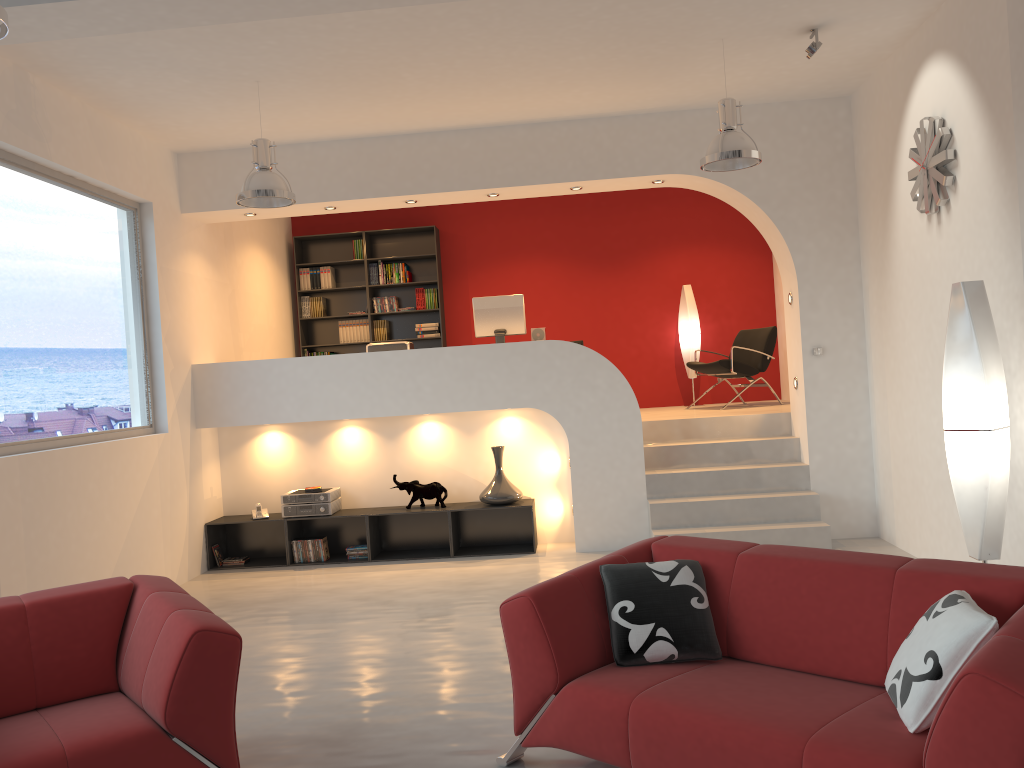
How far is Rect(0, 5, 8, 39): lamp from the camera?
2.85m

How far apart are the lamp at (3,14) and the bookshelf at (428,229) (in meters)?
7.05

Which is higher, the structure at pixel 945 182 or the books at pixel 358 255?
the books at pixel 358 255

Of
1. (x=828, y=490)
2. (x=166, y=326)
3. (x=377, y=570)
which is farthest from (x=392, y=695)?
(x=828, y=490)

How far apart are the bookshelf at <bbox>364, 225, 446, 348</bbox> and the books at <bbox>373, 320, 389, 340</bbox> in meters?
0.1 m

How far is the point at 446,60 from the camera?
5.7m

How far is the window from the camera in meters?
5.3 m

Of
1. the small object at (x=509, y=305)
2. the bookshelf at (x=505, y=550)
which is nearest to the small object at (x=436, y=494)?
the bookshelf at (x=505, y=550)

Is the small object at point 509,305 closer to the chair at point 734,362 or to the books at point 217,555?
the chair at point 734,362

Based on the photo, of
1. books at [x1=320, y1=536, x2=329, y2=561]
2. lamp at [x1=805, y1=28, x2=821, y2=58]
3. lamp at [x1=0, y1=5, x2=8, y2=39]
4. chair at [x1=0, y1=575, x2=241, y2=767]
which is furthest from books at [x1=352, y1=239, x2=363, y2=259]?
lamp at [x1=0, y1=5, x2=8, y2=39]
